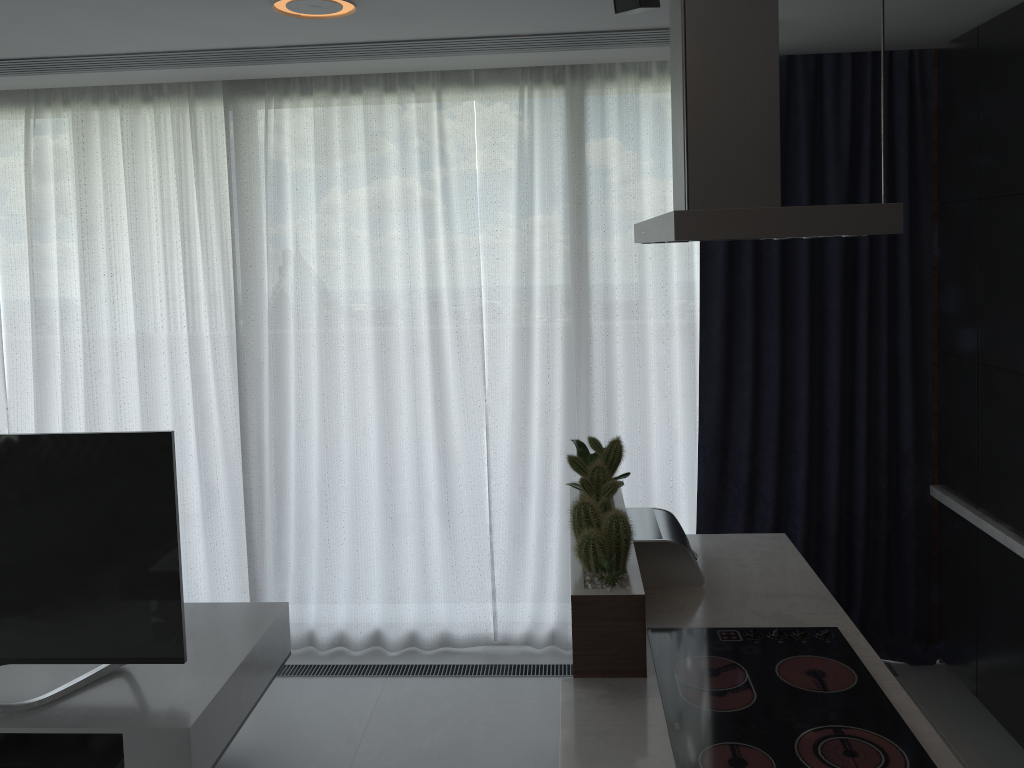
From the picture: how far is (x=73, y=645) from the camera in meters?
2.7

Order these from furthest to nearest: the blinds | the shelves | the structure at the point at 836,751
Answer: the blinds → the shelves → the structure at the point at 836,751

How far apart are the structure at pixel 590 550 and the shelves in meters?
1.2

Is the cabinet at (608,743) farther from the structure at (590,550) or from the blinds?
the blinds

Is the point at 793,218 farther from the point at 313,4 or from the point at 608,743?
the point at 313,4

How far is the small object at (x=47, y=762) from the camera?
2.6 meters

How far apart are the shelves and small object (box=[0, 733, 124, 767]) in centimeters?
6cm

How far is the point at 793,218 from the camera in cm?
172

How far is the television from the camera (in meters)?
2.64

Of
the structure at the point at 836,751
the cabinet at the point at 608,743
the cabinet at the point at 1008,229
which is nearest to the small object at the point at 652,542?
the cabinet at the point at 608,743
